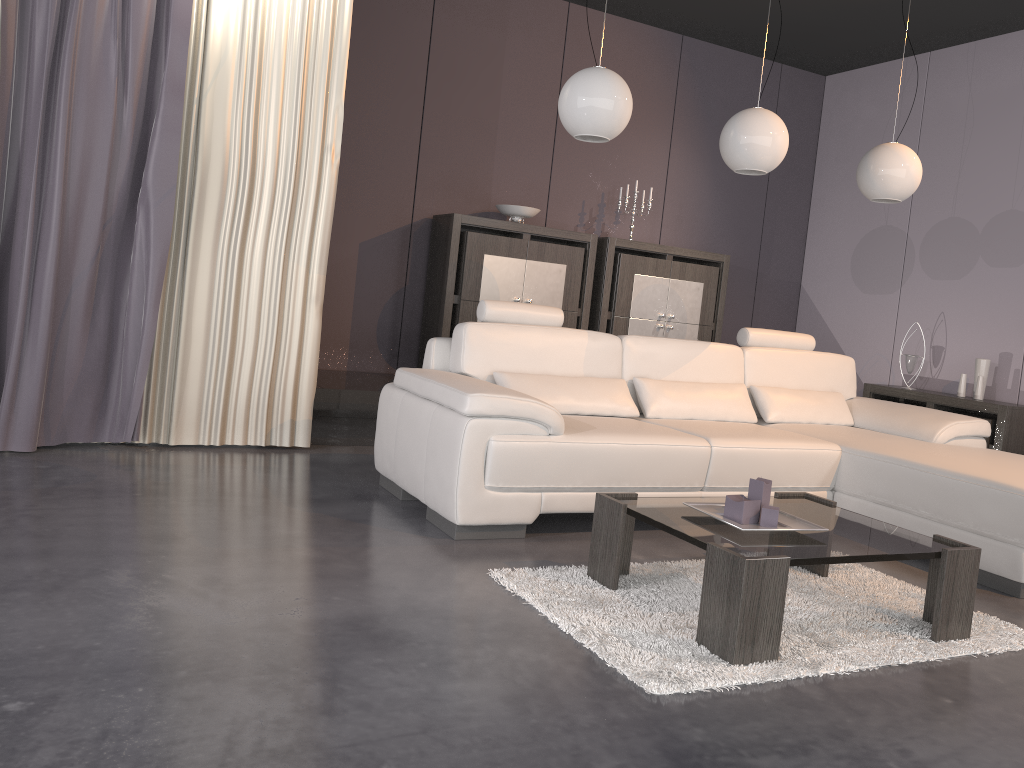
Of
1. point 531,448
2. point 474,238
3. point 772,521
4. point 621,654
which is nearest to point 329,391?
point 474,238

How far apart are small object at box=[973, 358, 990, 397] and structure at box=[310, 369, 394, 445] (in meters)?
3.77

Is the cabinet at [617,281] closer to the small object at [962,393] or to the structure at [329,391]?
the structure at [329,391]

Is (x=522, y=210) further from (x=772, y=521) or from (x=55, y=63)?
(x=772, y=521)

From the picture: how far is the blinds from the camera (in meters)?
3.70

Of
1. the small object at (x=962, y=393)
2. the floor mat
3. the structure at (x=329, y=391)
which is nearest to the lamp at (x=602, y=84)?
the floor mat

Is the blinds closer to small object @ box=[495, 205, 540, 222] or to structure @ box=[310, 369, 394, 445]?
structure @ box=[310, 369, 394, 445]

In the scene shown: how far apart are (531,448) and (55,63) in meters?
2.6

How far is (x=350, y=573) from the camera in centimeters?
267cm

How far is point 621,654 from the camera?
2.2m
